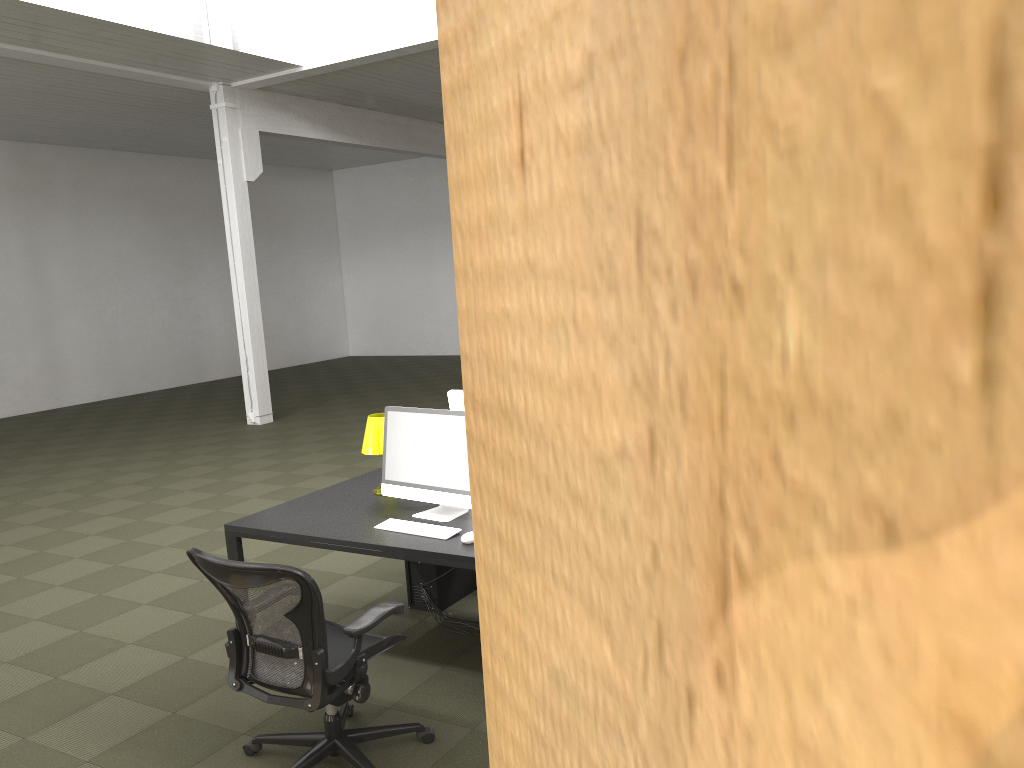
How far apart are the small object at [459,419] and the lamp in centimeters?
26cm

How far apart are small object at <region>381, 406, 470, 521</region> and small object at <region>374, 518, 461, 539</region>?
0.15m

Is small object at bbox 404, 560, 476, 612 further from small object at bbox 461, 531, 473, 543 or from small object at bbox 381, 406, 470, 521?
small object at bbox 461, 531, 473, 543

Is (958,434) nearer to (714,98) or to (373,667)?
(714,98)

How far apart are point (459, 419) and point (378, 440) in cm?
73

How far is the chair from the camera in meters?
Result: 3.0 m

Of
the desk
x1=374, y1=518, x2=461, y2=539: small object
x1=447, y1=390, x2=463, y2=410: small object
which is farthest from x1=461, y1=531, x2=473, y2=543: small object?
x1=447, y1=390, x2=463, y2=410: small object

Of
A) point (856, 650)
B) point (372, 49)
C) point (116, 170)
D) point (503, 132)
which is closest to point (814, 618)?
point (856, 650)

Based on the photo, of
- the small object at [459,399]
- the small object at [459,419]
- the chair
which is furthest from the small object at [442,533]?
the small object at [459,399]

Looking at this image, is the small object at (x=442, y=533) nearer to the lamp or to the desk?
the desk
